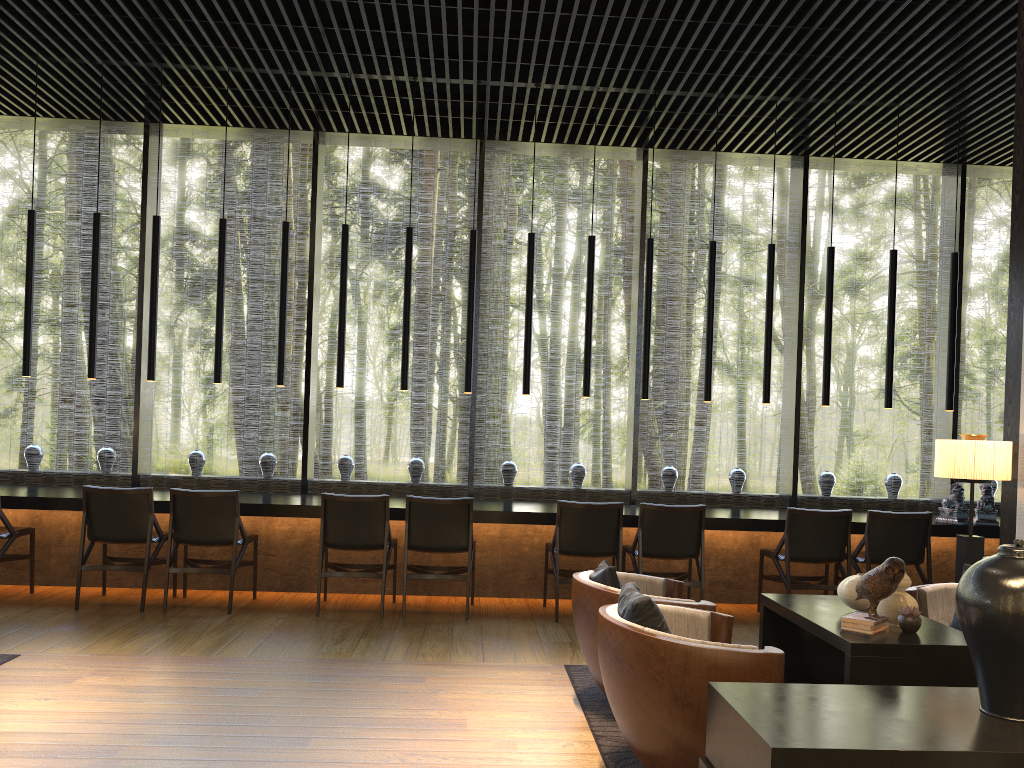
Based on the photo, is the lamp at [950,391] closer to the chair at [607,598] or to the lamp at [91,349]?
the chair at [607,598]

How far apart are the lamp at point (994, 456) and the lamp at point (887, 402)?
2.25m

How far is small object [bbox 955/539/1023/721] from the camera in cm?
236

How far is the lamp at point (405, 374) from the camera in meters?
6.9 m

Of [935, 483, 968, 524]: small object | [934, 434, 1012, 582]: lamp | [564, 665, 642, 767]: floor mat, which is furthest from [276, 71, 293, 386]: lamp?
[935, 483, 968, 524]: small object

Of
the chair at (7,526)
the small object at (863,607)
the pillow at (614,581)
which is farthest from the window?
the small object at (863,607)

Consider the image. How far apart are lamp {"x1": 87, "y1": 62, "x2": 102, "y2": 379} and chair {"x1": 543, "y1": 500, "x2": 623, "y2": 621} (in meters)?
3.69

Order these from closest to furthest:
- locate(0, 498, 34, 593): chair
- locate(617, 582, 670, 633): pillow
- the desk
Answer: locate(617, 582, 670, 633): pillow
locate(0, 498, 34, 593): chair
the desk

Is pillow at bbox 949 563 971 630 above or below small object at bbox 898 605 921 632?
below

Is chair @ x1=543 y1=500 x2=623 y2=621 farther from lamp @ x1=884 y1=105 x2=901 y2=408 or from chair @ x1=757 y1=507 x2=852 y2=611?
lamp @ x1=884 y1=105 x2=901 y2=408
